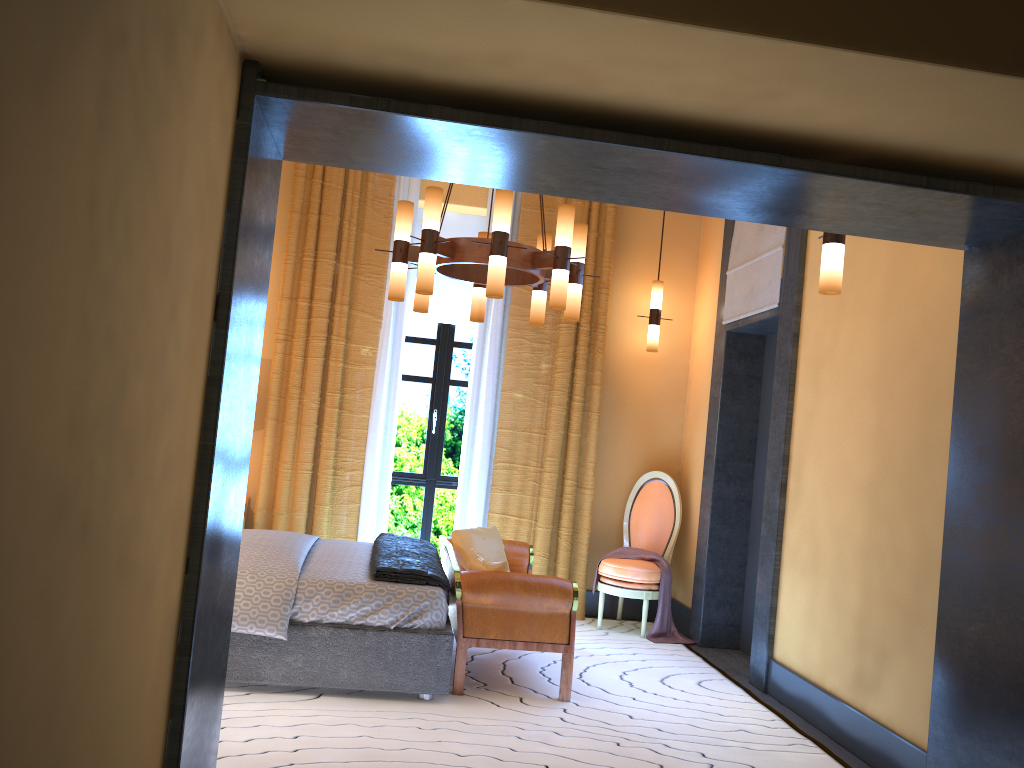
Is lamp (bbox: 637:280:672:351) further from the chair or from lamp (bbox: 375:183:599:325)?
lamp (bbox: 375:183:599:325)

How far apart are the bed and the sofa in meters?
0.0

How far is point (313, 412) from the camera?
6.3 meters

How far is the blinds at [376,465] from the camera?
6.4m

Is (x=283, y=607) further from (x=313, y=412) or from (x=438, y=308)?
(x=438, y=308)

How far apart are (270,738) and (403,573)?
1.01m

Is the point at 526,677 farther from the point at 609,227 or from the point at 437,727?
the point at 609,227

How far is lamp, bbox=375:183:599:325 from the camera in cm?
432

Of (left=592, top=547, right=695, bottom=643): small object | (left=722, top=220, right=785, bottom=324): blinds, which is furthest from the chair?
(left=722, top=220, right=785, bottom=324): blinds

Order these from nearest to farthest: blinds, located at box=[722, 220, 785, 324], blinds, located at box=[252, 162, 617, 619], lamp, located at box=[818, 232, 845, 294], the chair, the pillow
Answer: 1. lamp, located at box=[818, 232, 845, 294]
2. the pillow
3. blinds, located at box=[722, 220, 785, 324]
4. the chair
5. blinds, located at box=[252, 162, 617, 619]
